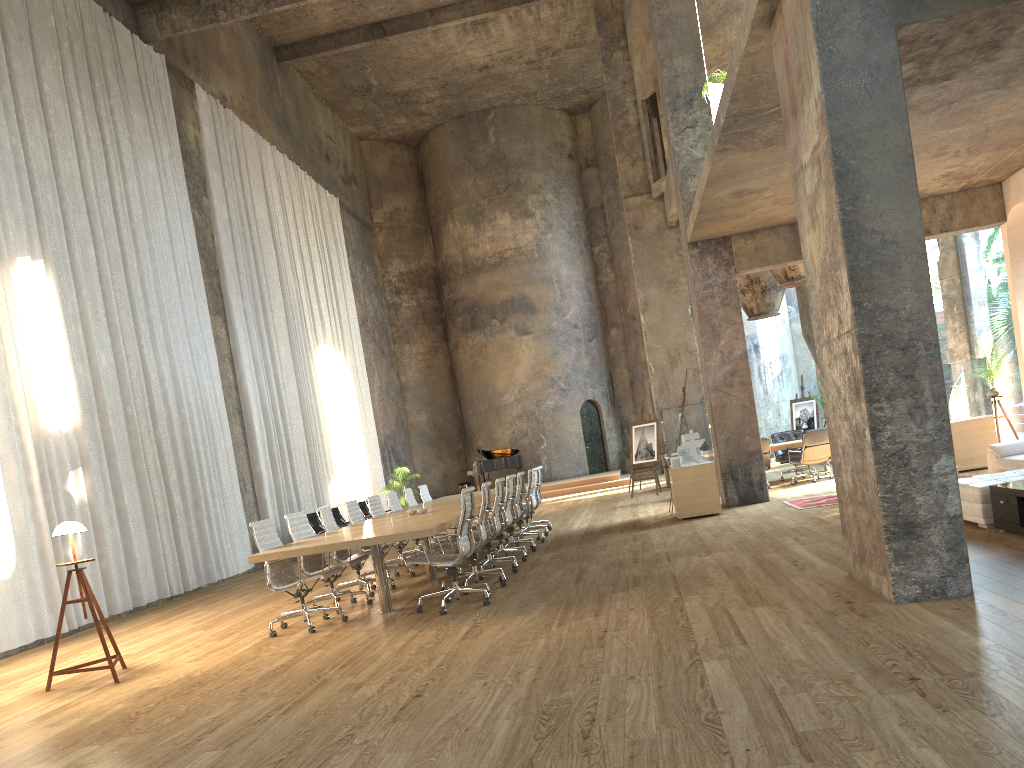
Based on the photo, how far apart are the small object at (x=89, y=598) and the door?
20.73m

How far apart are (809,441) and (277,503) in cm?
950

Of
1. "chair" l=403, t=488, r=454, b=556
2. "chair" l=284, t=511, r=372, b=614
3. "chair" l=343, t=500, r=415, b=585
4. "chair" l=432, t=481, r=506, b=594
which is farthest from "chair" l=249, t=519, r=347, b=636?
"chair" l=403, t=488, r=454, b=556

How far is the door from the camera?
27.1m

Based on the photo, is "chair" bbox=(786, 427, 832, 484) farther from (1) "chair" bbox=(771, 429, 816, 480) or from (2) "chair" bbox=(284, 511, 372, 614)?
(2) "chair" bbox=(284, 511, 372, 614)

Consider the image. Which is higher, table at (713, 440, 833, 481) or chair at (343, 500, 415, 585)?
chair at (343, 500, 415, 585)

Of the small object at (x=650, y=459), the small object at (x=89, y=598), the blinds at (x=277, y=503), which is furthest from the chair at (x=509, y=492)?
the small object at (x=650, y=459)

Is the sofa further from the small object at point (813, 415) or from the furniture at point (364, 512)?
the small object at point (813, 415)

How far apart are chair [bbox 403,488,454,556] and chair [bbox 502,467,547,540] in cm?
175

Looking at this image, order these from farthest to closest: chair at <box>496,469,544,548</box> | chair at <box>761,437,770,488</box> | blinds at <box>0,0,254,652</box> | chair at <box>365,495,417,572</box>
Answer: chair at <box>761,437,770,488</box>, chair at <box>496,469,544,548</box>, chair at <box>365,495,417,572</box>, blinds at <box>0,0,254,652</box>
